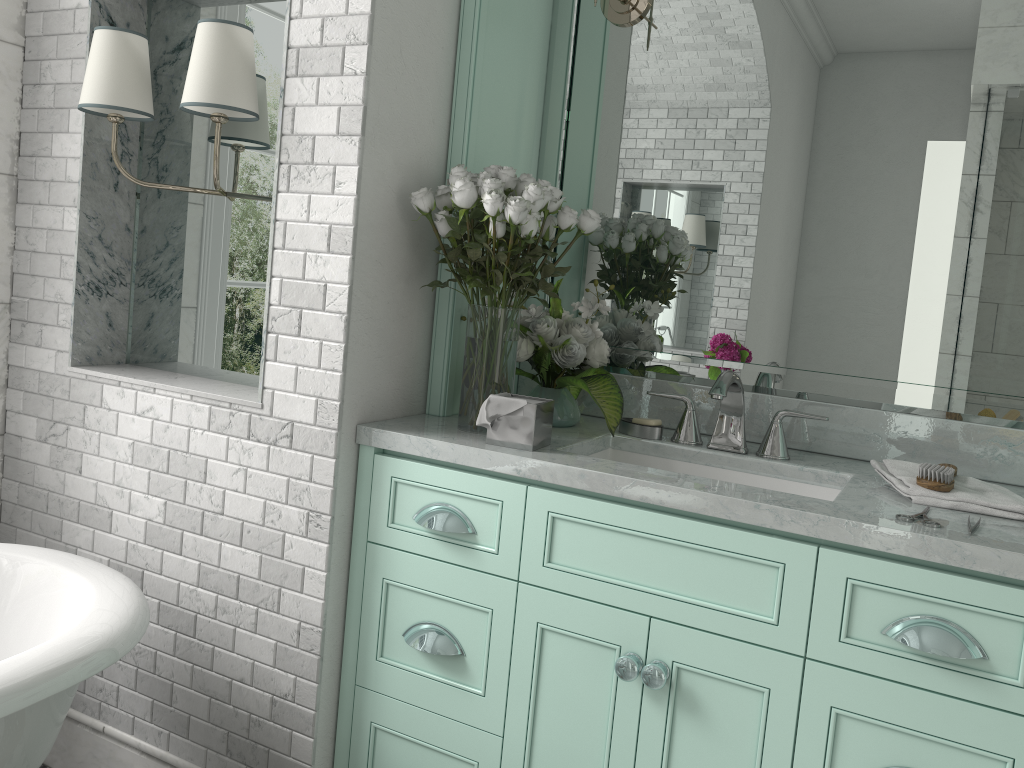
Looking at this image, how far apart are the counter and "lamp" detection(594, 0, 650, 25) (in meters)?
0.99

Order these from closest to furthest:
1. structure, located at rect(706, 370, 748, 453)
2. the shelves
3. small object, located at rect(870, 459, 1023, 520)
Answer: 1. small object, located at rect(870, 459, 1023, 520)
2. structure, located at rect(706, 370, 748, 453)
3. the shelves

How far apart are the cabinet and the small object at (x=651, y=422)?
0.5m

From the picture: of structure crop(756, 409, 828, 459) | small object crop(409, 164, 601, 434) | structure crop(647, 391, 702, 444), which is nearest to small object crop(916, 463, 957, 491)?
structure crop(756, 409, 828, 459)

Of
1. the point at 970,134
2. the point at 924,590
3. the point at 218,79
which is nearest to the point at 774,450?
the point at 924,590

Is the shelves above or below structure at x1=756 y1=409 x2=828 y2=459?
above

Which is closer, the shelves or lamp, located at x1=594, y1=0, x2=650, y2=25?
the shelves

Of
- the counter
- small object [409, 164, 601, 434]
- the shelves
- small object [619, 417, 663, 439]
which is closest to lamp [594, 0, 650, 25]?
the shelves

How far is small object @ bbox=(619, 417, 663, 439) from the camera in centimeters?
228cm

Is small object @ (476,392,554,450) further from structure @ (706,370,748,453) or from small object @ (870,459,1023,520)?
small object @ (870,459,1023,520)
